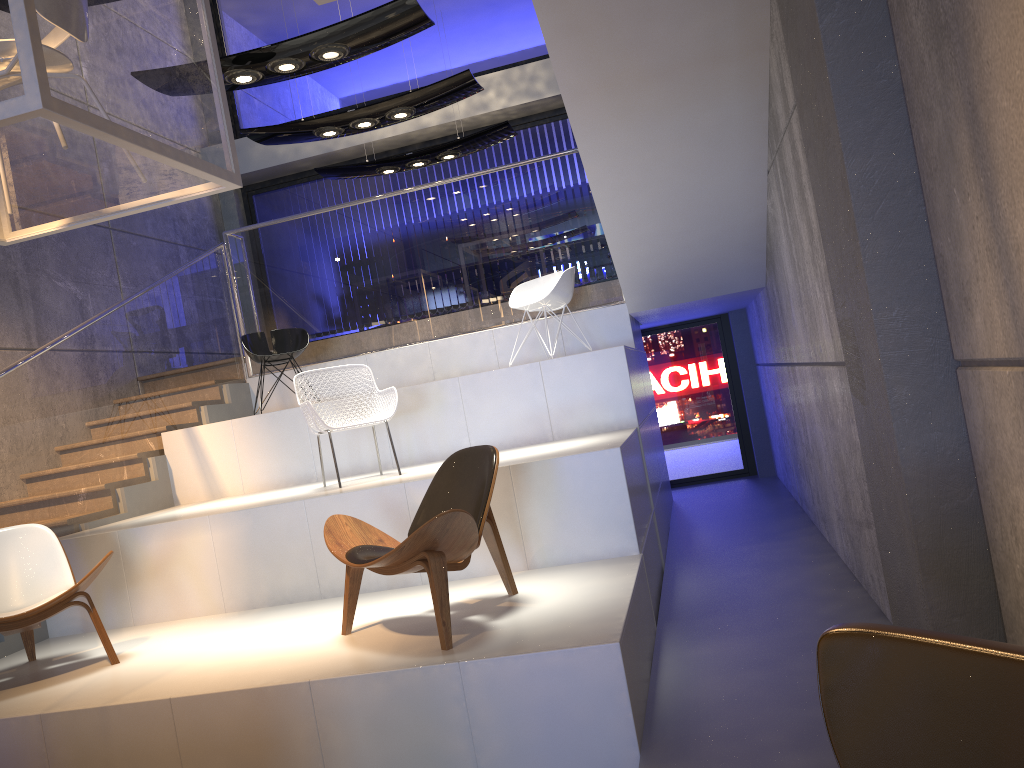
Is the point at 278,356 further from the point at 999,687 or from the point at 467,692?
the point at 999,687

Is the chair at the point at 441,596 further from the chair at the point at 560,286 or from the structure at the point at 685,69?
the chair at the point at 560,286

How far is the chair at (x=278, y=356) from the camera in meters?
7.5 m

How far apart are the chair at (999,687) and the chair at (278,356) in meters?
6.7 m

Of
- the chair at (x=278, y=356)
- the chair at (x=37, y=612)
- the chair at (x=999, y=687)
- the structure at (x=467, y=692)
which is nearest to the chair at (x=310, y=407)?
the structure at (x=467, y=692)

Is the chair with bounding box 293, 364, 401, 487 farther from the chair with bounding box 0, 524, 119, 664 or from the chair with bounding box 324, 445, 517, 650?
the chair with bounding box 0, 524, 119, 664

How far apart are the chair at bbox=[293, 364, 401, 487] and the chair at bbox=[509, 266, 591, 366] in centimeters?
167cm

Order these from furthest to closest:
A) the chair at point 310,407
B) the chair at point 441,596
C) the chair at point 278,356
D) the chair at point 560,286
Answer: the chair at point 278,356, the chair at point 560,286, the chair at point 310,407, the chair at point 441,596

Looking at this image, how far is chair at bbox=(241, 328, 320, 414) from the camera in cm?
754

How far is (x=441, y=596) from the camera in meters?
3.6 m
